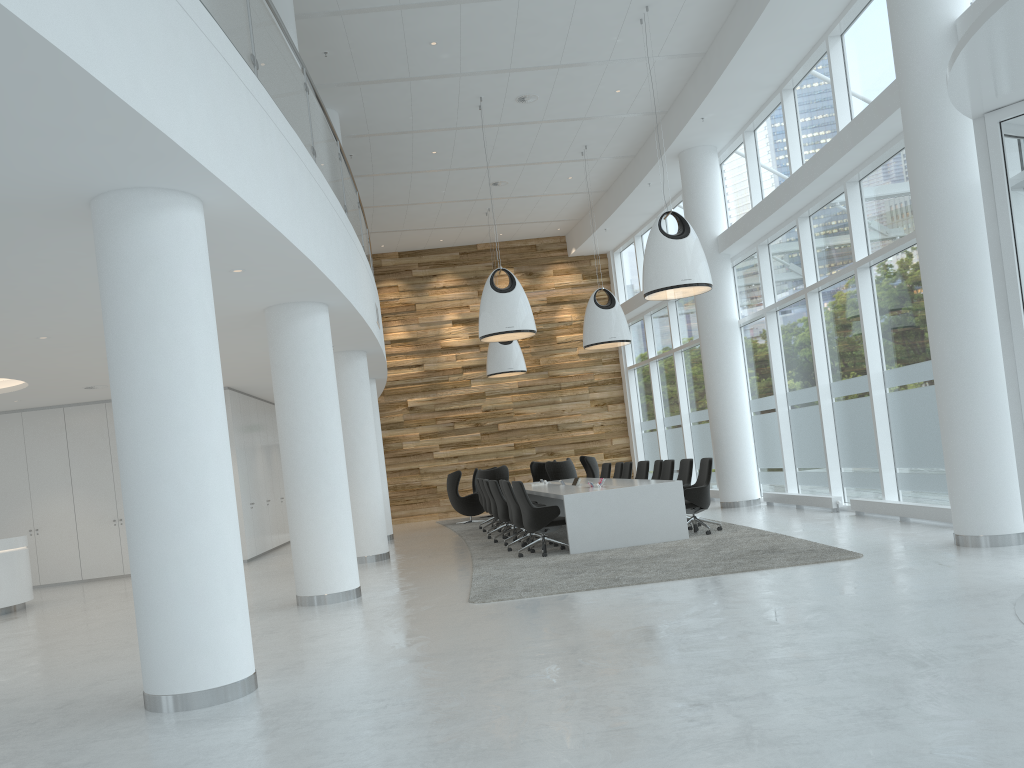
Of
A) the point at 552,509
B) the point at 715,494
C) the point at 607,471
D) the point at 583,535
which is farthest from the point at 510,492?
the point at 715,494

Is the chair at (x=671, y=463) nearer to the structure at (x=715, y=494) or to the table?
the table

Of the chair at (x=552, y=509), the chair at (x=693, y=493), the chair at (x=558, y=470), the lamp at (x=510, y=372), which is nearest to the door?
the chair at (x=693, y=493)

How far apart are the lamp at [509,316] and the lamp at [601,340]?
2.6 meters

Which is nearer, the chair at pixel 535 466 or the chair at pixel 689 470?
the chair at pixel 689 470

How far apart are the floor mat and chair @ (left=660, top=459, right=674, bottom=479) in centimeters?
125cm

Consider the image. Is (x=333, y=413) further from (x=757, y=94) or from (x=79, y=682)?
(x=757, y=94)

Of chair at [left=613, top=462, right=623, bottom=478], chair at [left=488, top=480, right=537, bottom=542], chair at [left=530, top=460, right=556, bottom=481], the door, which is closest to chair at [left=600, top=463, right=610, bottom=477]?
chair at [left=613, top=462, right=623, bottom=478]

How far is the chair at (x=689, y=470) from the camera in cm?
1212

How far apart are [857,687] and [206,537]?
3.68m
